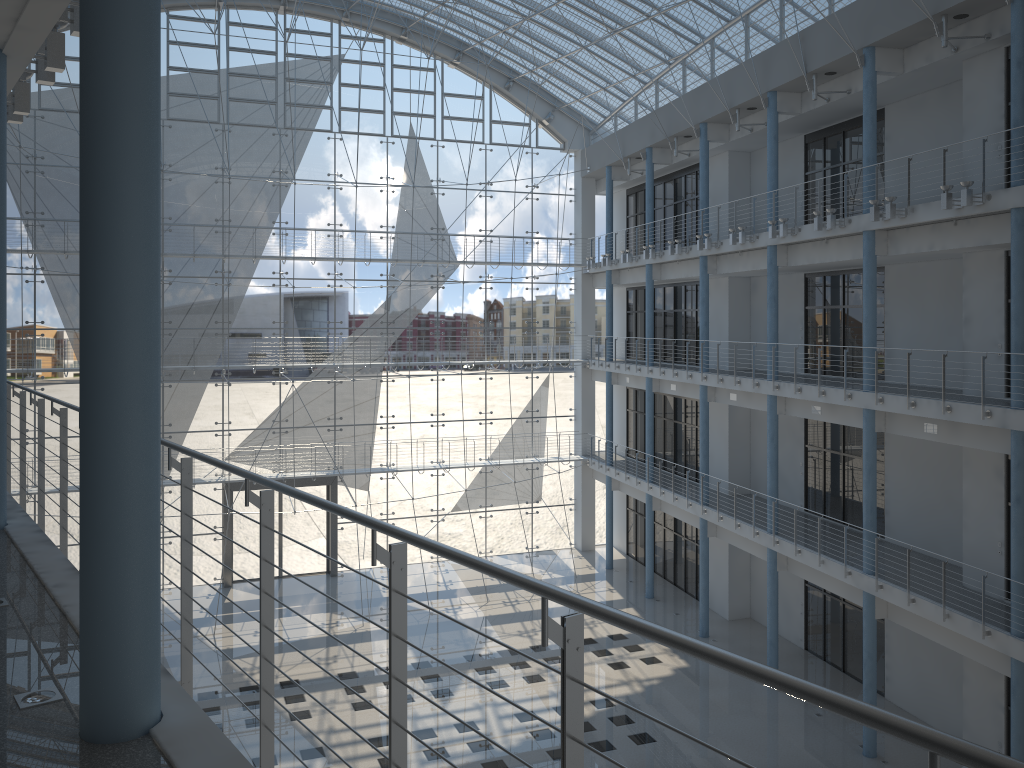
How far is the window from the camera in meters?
4.0 m

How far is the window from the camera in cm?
400

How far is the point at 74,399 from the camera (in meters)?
4.00
